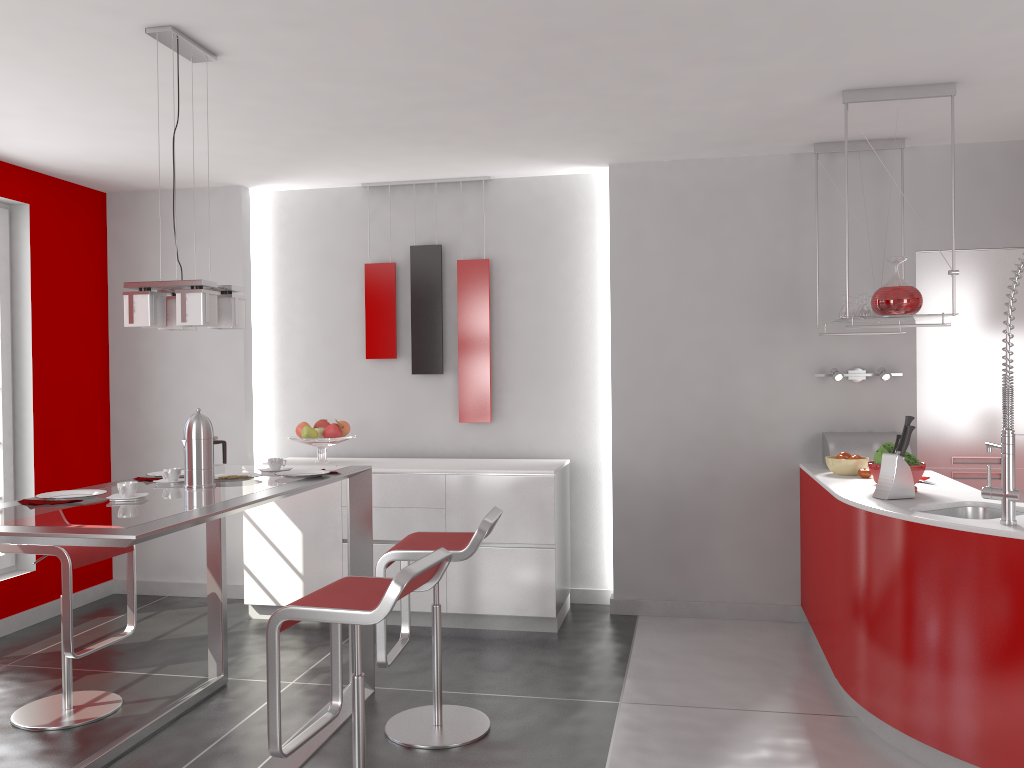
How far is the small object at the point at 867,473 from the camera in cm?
420

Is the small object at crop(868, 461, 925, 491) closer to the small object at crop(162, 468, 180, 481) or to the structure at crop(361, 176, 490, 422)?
the structure at crop(361, 176, 490, 422)

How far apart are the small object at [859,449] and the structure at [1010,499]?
1.48m

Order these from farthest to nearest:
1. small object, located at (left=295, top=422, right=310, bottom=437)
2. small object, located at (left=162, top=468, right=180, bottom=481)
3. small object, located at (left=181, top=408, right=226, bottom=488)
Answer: small object, located at (left=295, top=422, right=310, bottom=437) → small object, located at (left=162, top=468, right=180, bottom=481) → small object, located at (left=181, top=408, right=226, bottom=488)

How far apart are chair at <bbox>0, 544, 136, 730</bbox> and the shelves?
3.26m

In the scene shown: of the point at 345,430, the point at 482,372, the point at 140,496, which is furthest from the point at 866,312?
the point at 140,496

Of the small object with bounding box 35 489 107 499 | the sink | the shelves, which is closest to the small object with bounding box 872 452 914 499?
the sink

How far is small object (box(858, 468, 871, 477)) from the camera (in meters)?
4.20

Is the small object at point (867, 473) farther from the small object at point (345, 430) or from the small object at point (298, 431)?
the small object at point (298, 431)

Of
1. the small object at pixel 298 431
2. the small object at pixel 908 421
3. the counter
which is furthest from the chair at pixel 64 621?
the small object at pixel 908 421
